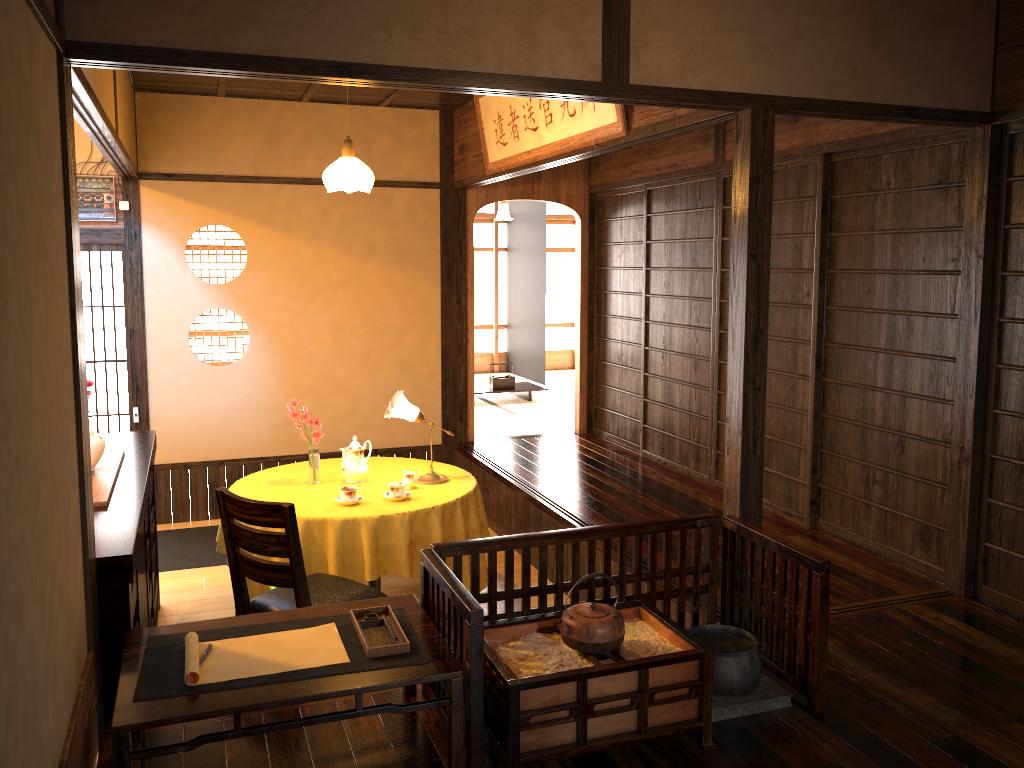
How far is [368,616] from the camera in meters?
2.7

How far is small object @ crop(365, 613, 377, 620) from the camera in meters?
2.7 m

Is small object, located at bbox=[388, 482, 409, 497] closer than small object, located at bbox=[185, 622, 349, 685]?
No

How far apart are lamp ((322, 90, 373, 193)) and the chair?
1.9m

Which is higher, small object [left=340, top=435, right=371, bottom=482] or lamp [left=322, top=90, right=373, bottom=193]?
lamp [left=322, top=90, right=373, bottom=193]

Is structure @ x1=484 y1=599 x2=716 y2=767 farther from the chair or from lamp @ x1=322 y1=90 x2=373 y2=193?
lamp @ x1=322 y1=90 x2=373 y2=193

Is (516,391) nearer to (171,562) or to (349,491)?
(171,562)

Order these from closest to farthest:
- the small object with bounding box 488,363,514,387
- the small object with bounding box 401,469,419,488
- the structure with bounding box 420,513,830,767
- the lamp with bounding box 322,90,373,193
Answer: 1. the structure with bounding box 420,513,830,767
2. the small object with bounding box 401,469,419,488
3. the lamp with bounding box 322,90,373,193
4. the small object with bounding box 488,363,514,387

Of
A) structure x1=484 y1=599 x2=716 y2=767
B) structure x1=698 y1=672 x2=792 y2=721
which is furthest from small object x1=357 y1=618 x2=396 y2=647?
structure x1=698 y1=672 x2=792 y2=721

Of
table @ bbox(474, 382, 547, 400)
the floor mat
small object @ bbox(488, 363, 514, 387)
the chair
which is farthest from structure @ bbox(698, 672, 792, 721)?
small object @ bbox(488, 363, 514, 387)
